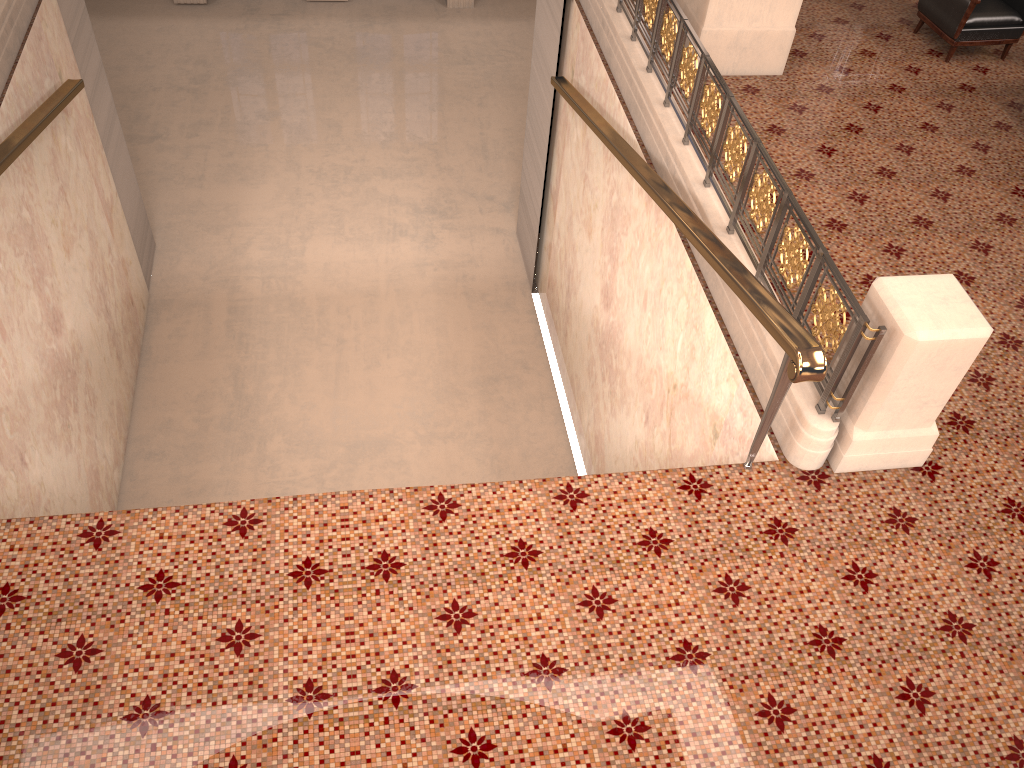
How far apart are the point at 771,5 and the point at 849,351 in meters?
3.7 m

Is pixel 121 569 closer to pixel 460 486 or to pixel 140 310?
pixel 460 486

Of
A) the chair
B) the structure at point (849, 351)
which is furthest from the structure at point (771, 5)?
the chair

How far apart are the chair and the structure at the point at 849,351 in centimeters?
259cm

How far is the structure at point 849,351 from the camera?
3.67m

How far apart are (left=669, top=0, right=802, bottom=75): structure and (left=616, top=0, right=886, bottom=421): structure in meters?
0.5 m

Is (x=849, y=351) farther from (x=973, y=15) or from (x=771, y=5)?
(x=973, y=15)

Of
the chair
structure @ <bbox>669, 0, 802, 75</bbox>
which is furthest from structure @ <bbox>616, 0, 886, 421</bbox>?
the chair

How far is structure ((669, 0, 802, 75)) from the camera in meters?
6.3 m

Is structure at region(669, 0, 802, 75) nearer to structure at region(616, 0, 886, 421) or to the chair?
structure at region(616, 0, 886, 421)
